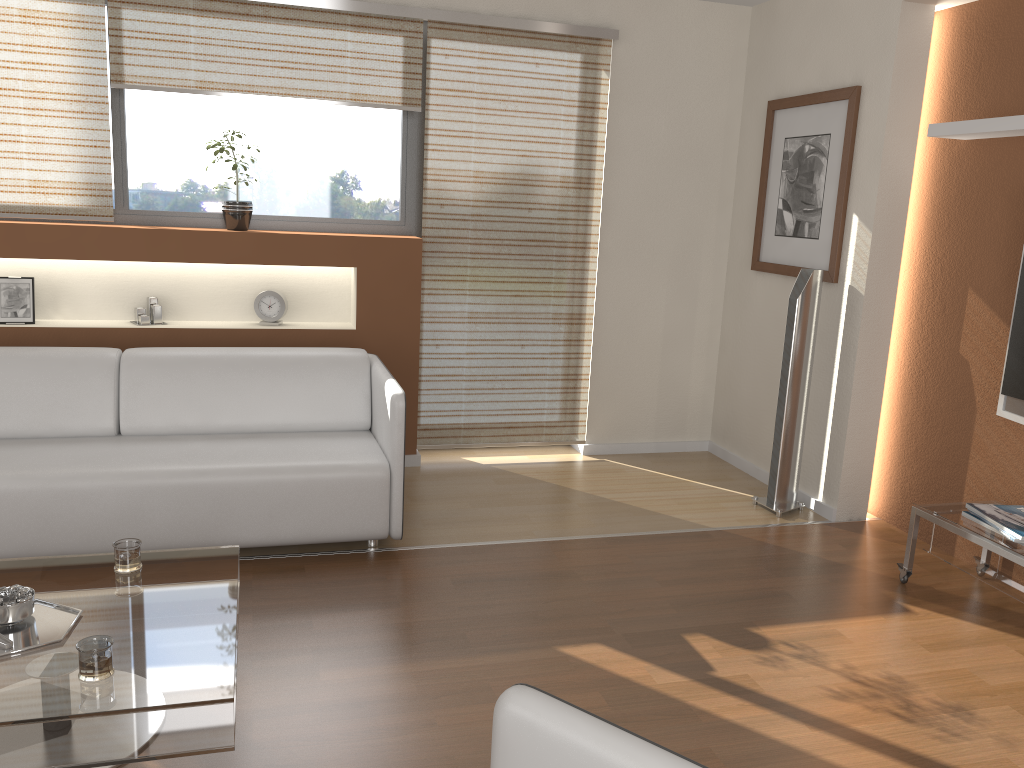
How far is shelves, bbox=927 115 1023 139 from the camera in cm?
327

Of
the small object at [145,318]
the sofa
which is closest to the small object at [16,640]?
the sofa

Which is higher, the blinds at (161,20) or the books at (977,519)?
the blinds at (161,20)

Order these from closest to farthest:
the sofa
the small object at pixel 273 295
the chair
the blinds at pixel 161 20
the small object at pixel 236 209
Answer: the chair, the sofa, the blinds at pixel 161 20, the small object at pixel 236 209, the small object at pixel 273 295

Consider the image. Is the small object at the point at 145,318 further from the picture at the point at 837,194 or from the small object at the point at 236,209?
the picture at the point at 837,194

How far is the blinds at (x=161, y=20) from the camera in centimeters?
405cm

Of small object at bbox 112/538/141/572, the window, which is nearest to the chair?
small object at bbox 112/538/141/572

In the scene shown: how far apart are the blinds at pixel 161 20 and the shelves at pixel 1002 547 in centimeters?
296cm

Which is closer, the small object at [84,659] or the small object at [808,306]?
the small object at [84,659]

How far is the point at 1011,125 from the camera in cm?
326
